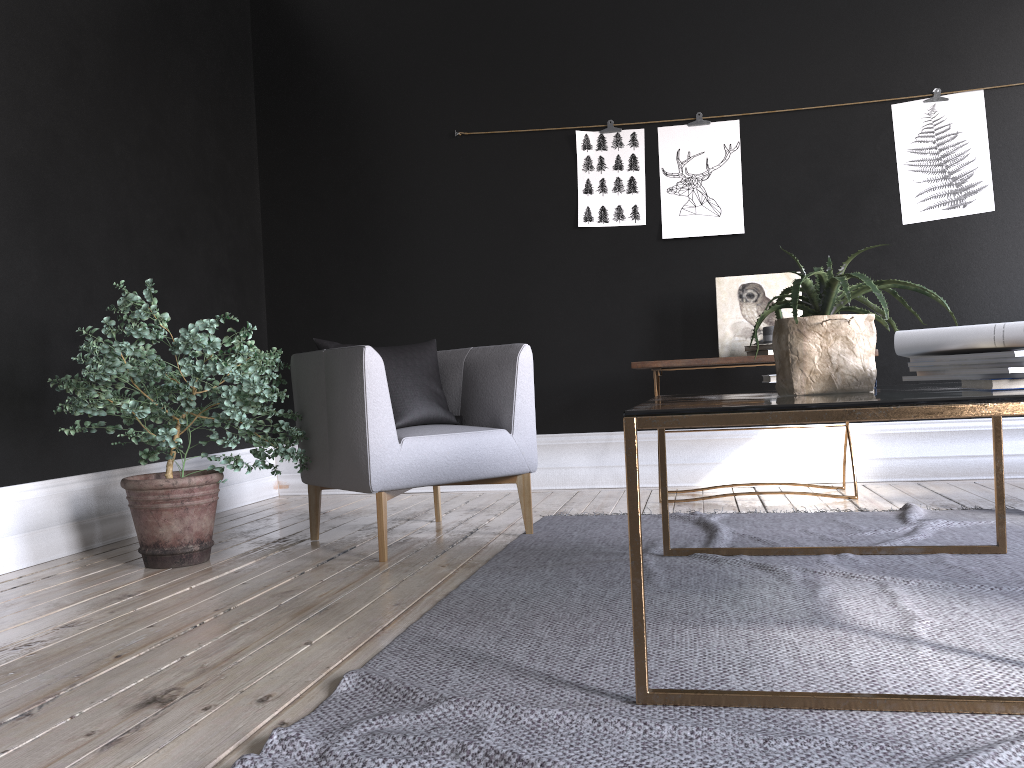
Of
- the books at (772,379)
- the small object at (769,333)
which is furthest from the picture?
the books at (772,379)

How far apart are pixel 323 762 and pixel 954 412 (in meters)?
1.24

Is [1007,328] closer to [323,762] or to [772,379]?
[772,379]

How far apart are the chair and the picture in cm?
155

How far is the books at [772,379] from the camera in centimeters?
264cm

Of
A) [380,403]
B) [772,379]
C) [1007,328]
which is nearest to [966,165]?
[772,379]

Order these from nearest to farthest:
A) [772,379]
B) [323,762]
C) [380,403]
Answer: [323,762] → [772,379] → [380,403]

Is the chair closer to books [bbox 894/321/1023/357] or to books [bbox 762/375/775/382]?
books [bbox 762/375/775/382]

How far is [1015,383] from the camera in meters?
1.8 m

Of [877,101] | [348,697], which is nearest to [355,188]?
[877,101]
